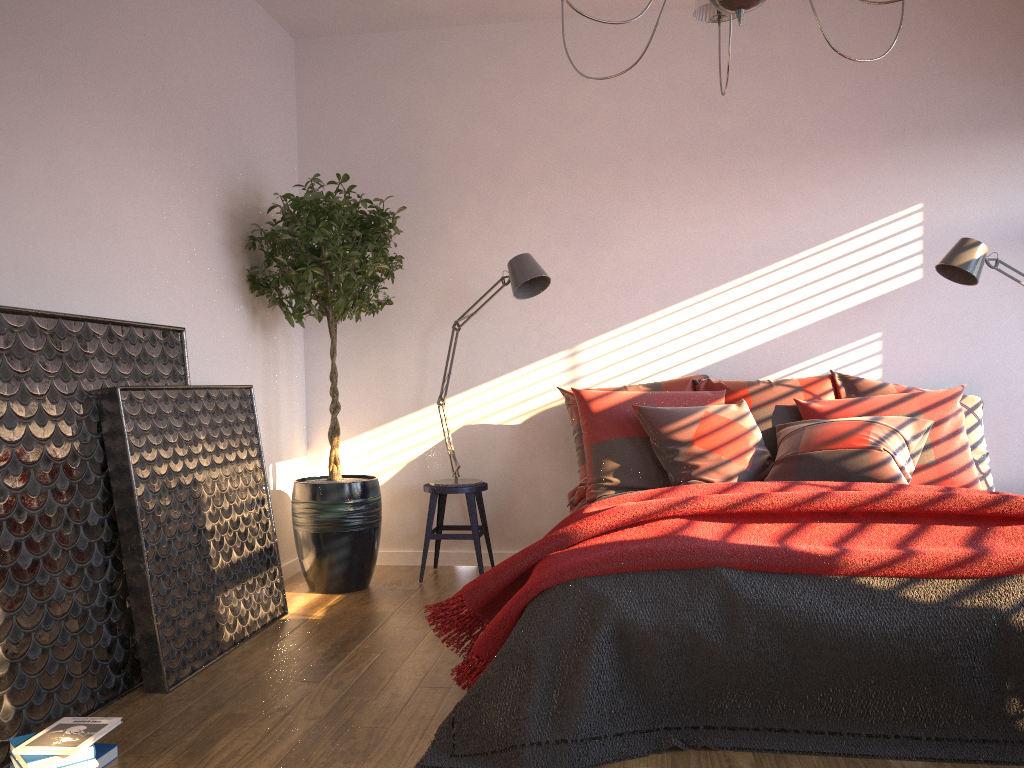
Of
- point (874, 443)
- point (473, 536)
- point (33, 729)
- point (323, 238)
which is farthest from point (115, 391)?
point (874, 443)

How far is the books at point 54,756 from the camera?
2.2 meters

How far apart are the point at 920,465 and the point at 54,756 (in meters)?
3.31

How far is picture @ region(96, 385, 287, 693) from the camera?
2.88m

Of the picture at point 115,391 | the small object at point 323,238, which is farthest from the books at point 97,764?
the small object at point 323,238

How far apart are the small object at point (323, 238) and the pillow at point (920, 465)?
1.1 meters

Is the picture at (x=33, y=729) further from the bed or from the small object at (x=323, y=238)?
the bed

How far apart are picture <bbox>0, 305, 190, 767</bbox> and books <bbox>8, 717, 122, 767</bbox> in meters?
0.1

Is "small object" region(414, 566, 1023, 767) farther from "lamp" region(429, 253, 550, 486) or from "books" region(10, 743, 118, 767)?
"lamp" region(429, 253, 550, 486)

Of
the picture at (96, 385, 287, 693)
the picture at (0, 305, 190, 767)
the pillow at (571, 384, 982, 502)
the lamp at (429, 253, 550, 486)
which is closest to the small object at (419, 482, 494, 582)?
the lamp at (429, 253, 550, 486)
